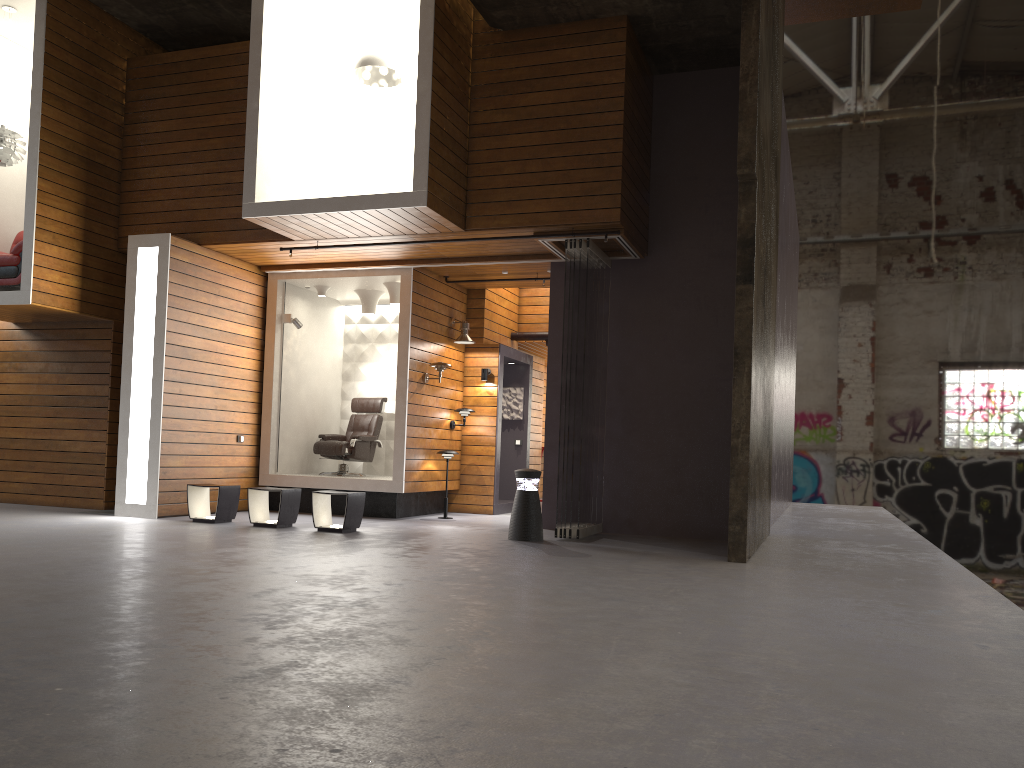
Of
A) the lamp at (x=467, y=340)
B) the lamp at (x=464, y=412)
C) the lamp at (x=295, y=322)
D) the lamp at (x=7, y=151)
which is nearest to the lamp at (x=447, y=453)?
the lamp at (x=464, y=412)

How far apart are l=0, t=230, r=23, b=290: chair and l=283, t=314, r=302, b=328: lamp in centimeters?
301cm

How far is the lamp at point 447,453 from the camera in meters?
10.9

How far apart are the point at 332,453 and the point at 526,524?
3.88m

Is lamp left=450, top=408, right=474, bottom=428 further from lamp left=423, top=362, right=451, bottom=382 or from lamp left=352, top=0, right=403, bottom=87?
lamp left=352, top=0, right=403, bottom=87

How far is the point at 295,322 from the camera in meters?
11.3

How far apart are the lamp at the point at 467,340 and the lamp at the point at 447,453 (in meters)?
1.54

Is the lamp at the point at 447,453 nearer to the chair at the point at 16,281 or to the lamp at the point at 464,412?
the lamp at the point at 464,412

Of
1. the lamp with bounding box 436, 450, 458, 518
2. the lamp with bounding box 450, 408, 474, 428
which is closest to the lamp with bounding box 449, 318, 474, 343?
the lamp with bounding box 450, 408, 474, 428

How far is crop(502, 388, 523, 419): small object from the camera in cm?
1318
